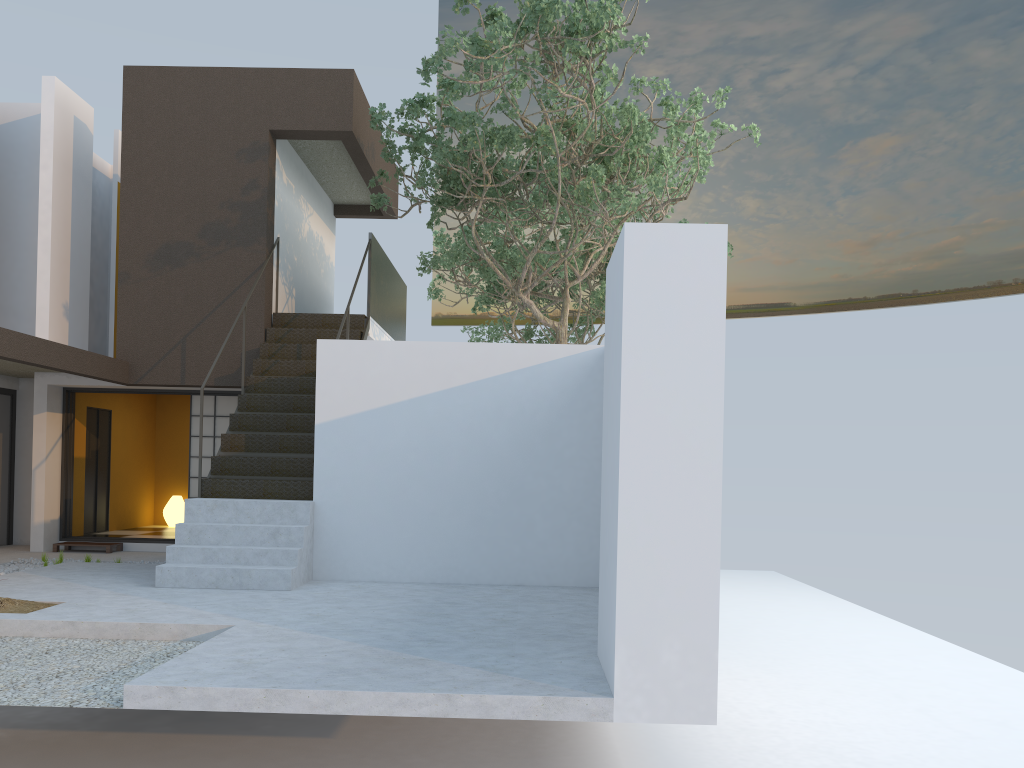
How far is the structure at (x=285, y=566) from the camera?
7.6m

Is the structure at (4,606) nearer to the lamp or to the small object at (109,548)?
the small object at (109,548)

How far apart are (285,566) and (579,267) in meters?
9.1

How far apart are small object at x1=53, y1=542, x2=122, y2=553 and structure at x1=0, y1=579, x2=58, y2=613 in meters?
4.5

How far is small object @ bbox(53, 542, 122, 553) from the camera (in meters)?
10.61

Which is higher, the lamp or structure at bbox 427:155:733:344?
structure at bbox 427:155:733:344

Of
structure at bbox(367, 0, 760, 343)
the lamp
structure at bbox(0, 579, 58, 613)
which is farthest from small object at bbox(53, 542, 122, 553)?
structure at bbox(367, 0, 760, 343)

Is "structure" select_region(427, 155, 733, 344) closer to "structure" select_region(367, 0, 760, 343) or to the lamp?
"structure" select_region(367, 0, 760, 343)

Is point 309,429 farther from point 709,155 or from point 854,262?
point 709,155

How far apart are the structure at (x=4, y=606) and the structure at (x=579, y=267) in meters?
9.0
